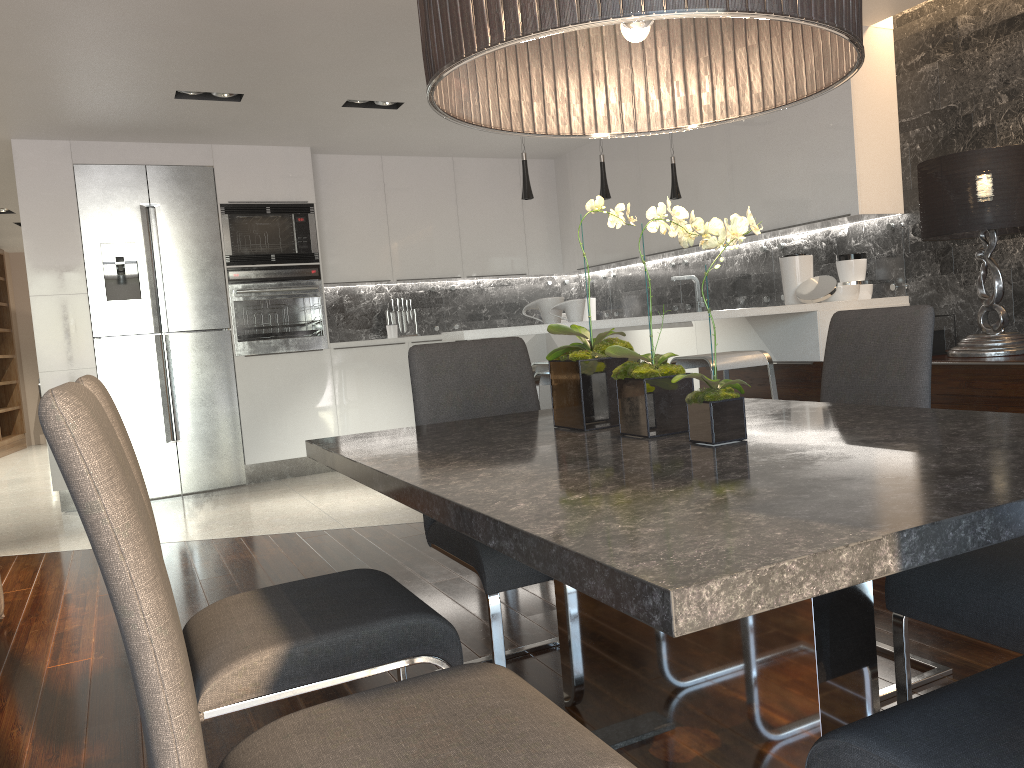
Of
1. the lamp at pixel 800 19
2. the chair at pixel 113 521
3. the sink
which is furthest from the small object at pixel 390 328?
the chair at pixel 113 521

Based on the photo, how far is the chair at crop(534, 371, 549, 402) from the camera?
3.80m

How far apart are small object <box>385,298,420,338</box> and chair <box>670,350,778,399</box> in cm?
388

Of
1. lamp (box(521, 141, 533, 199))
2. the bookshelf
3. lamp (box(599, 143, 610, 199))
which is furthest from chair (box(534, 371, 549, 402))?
the bookshelf

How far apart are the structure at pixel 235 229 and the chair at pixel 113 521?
5.88m

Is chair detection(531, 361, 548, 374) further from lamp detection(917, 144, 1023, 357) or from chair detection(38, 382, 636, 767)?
chair detection(38, 382, 636, 767)

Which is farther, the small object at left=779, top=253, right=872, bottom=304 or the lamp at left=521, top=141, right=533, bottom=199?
the small object at left=779, top=253, right=872, bottom=304

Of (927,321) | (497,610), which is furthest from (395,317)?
(927,321)

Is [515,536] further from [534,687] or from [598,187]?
[598,187]

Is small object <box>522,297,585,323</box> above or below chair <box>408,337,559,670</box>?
above
